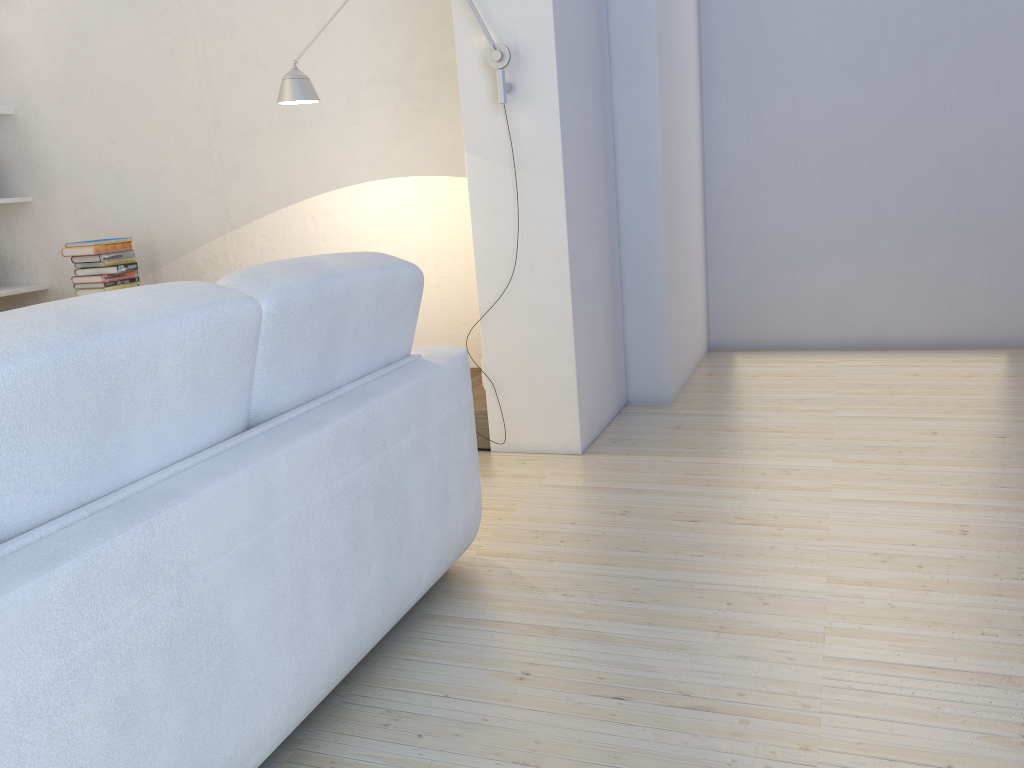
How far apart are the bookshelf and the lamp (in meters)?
2.32

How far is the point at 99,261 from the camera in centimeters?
410cm

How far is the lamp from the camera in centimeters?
288cm

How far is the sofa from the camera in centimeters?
111cm

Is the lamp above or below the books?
above

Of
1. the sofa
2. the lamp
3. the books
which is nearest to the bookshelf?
the books

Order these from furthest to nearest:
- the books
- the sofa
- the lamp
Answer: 1. the books
2. the lamp
3. the sofa

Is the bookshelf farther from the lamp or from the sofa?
the sofa

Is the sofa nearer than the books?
Yes

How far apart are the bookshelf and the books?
0.66m
